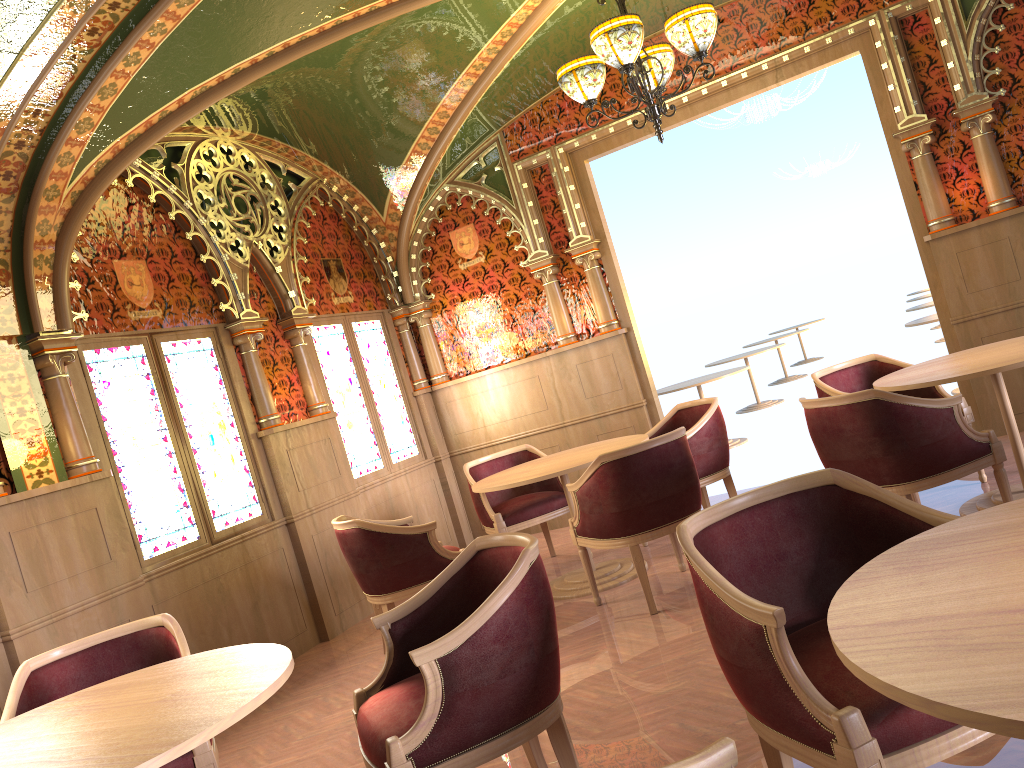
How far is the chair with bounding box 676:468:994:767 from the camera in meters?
1.8

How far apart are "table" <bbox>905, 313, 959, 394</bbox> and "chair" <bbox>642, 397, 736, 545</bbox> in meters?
3.6

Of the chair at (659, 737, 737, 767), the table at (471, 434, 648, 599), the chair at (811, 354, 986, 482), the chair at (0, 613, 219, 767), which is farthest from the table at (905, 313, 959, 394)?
the chair at (659, 737, 737, 767)

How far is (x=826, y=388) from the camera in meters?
5.3 m

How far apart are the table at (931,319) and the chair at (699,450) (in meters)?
3.56

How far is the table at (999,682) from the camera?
1.2 meters

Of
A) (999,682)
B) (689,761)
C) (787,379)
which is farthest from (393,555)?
(787,379)

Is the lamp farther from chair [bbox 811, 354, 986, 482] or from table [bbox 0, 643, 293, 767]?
table [bbox 0, 643, 293, 767]

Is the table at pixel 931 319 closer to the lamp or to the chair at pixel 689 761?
the lamp

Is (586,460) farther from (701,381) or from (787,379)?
(787,379)
